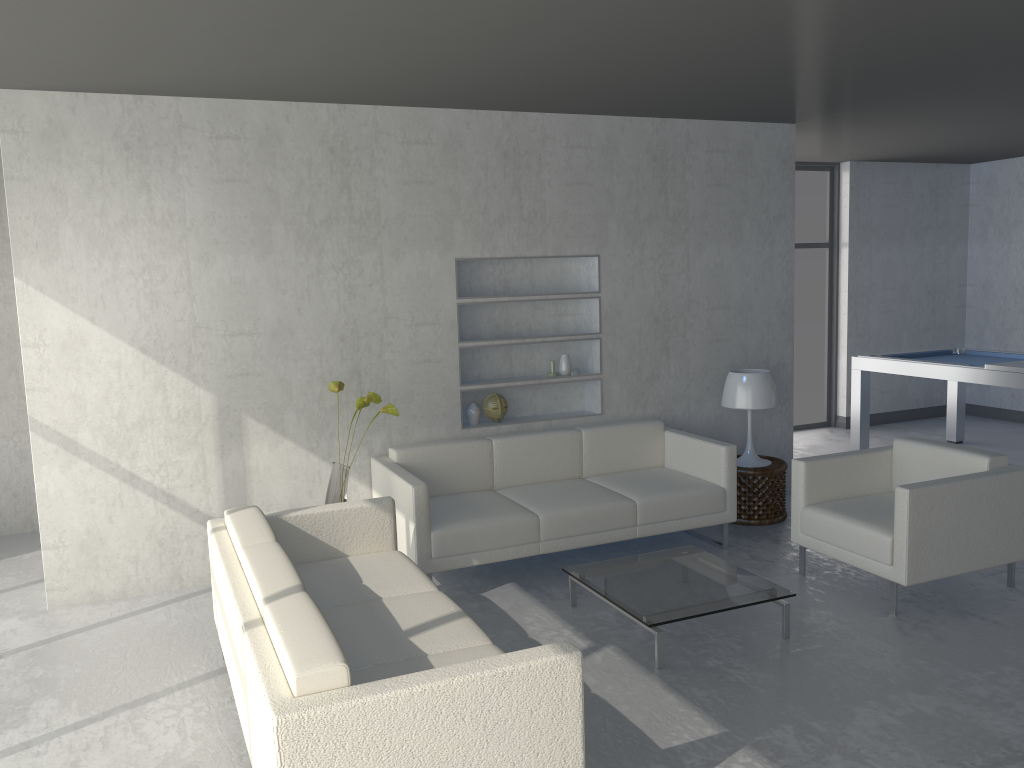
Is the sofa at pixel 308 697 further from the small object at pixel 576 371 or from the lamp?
the lamp

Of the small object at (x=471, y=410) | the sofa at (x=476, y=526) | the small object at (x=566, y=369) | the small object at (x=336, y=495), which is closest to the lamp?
the sofa at (x=476, y=526)

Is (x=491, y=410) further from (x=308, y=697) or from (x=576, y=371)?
(x=308, y=697)

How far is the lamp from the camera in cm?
537

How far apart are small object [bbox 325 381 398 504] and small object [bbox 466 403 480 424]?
0.8m

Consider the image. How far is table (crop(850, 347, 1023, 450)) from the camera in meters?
6.0 m

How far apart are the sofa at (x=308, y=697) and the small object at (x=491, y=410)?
1.4 meters

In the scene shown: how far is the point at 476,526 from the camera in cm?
434

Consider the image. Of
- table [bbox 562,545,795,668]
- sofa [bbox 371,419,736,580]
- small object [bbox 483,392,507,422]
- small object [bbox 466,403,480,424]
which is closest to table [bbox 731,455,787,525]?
sofa [bbox 371,419,736,580]

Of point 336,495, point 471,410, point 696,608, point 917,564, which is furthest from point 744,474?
point 336,495
